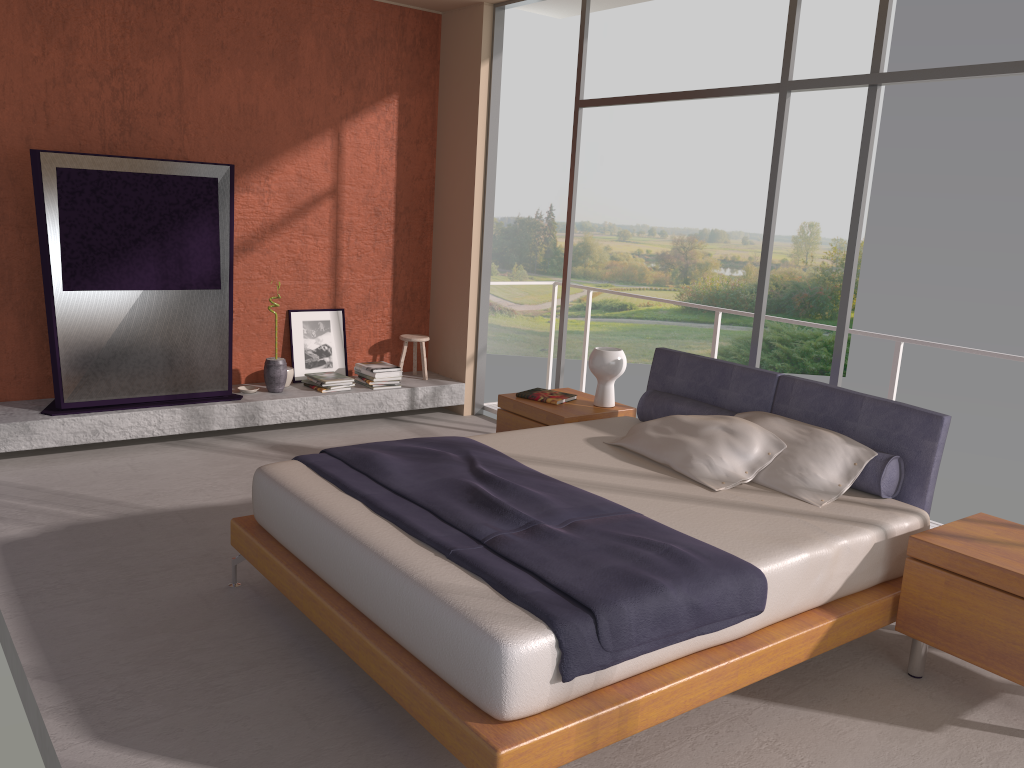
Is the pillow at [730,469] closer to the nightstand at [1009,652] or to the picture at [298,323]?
the nightstand at [1009,652]

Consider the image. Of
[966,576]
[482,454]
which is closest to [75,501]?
[482,454]

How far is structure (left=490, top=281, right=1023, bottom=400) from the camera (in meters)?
5.10

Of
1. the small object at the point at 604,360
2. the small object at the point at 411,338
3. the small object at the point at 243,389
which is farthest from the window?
the small object at the point at 243,389

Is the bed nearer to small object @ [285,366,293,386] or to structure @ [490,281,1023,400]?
structure @ [490,281,1023,400]

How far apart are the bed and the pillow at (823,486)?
0.0 meters

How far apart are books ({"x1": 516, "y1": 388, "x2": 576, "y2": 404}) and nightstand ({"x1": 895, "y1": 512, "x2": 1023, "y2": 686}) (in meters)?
2.29

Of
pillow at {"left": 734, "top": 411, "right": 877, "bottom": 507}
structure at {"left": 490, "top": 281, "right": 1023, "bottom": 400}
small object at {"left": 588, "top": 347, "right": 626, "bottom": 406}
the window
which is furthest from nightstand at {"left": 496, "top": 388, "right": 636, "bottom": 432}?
structure at {"left": 490, "top": 281, "right": 1023, "bottom": 400}

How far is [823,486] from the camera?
3.72m

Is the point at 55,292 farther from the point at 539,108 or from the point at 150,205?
the point at 539,108
